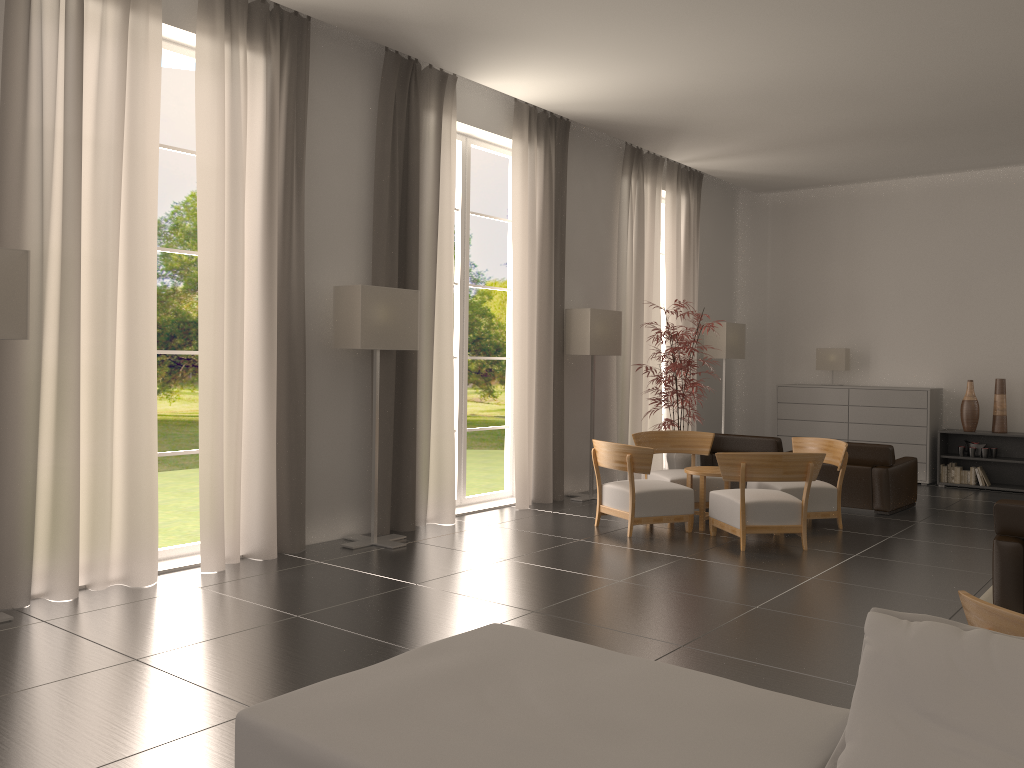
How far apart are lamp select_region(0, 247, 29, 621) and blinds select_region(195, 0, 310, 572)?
2.06m

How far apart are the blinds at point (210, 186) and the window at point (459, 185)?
3.51m

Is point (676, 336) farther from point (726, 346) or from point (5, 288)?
point (5, 288)

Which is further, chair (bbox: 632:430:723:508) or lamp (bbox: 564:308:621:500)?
lamp (bbox: 564:308:621:500)

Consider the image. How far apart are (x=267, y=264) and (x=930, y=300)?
13.96m

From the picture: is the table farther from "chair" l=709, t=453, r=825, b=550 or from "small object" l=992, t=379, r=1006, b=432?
"small object" l=992, t=379, r=1006, b=432

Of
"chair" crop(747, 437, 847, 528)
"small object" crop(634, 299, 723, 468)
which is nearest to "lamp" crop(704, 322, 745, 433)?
"small object" crop(634, 299, 723, 468)

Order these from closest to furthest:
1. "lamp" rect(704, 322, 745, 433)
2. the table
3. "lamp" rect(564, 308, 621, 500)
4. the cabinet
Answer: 1. the table
2. "lamp" rect(564, 308, 621, 500)
3. the cabinet
4. "lamp" rect(704, 322, 745, 433)

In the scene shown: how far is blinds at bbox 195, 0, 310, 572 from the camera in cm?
944

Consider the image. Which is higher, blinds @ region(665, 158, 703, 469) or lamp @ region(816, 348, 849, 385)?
blinds @ region(665, 158, 703, 469)
